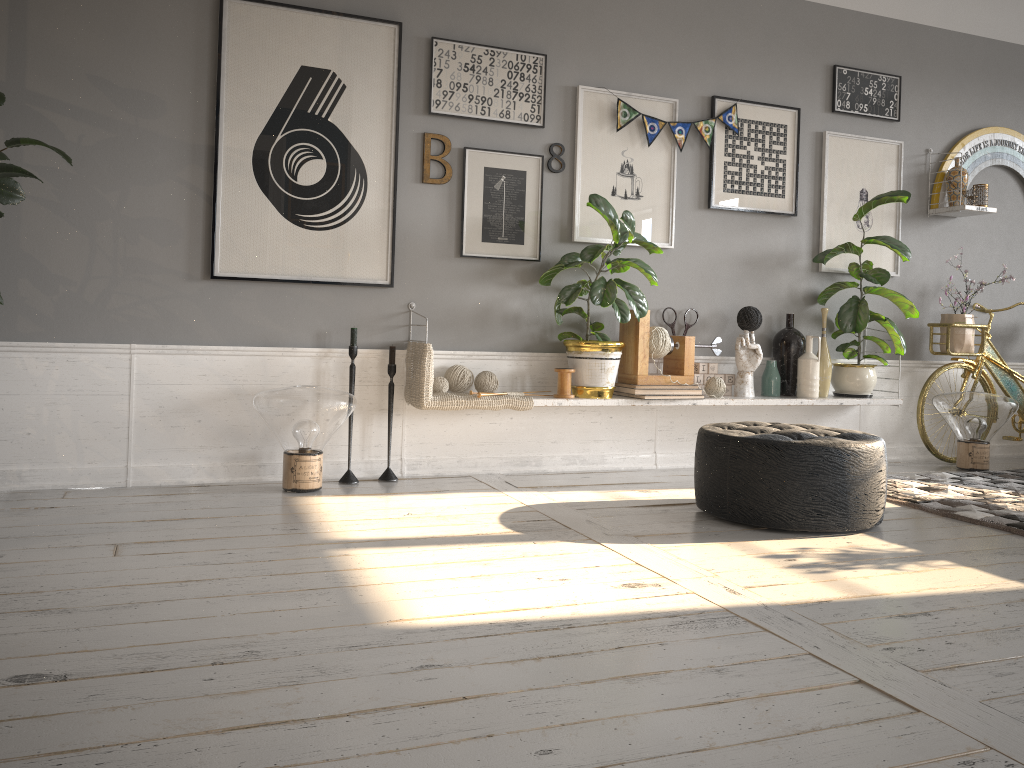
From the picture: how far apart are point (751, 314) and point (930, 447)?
1.5 meters

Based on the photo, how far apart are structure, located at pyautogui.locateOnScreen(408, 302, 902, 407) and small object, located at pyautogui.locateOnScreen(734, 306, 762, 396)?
0.0 meters

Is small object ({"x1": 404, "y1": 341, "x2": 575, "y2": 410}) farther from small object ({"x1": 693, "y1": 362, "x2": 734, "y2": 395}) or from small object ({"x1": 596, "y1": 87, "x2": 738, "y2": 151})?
small object ({"x1": 596, "y1": 87, "x2": 738, "y2": 151})

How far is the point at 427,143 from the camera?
4.13m

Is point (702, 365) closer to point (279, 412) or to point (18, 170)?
point (279, 412)

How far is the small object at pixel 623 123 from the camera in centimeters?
445cm

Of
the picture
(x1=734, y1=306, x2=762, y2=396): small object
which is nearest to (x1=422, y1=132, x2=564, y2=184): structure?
the picture

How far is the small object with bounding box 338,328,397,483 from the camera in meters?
3.9

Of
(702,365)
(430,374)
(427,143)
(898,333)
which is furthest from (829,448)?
(427,143)

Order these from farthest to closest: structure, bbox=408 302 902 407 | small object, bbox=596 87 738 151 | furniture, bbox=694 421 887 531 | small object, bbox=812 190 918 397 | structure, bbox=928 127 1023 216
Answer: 1. structure, bbox=928 127 1023 216
2. small object, bbox=812 190 918 397
3. small object, bbox=596 87 738 151
4. structure, bbox=408 302 902 407
5. furniture, bbox=694 421 887 531
